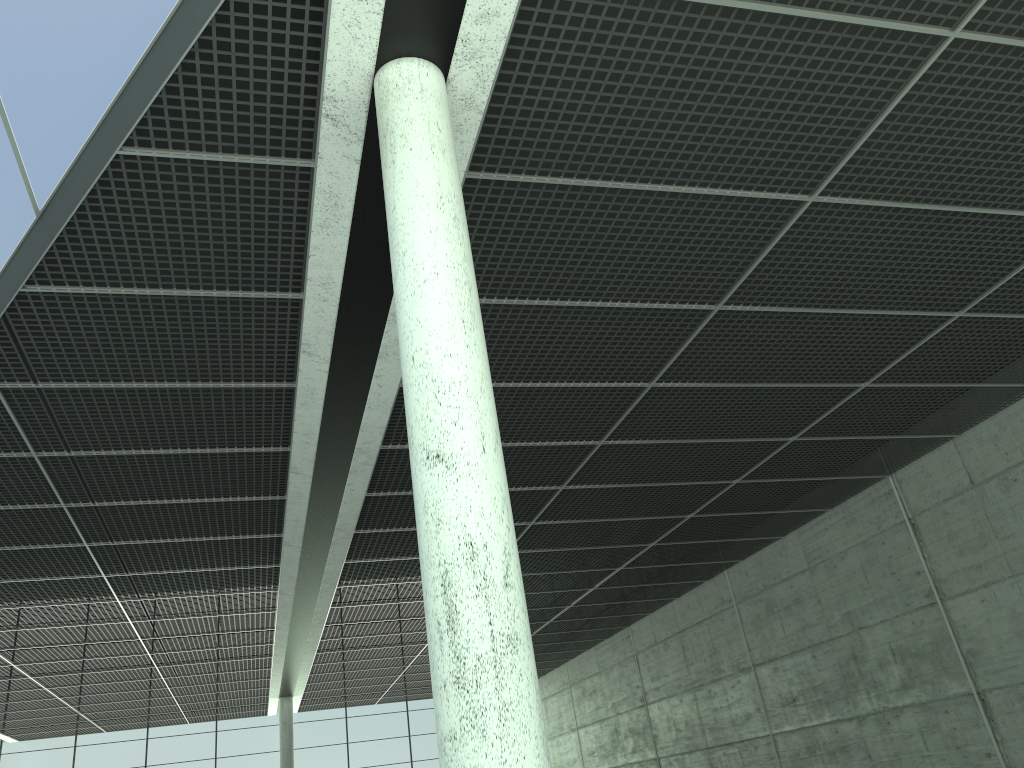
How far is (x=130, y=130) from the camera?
15.2 meters
